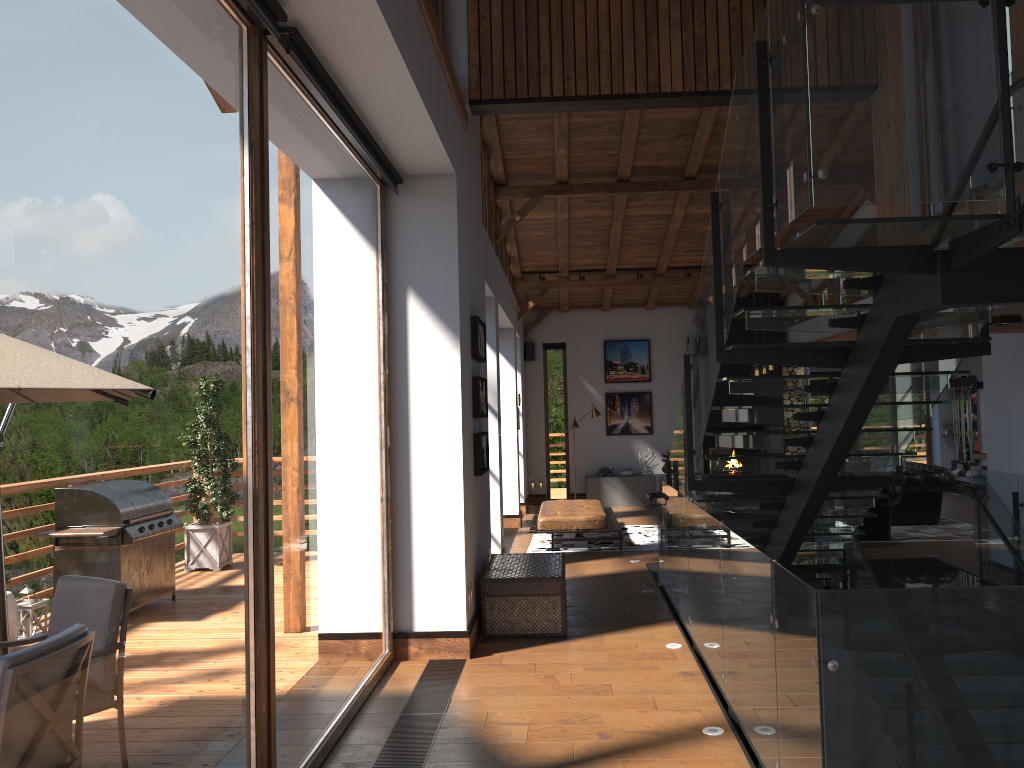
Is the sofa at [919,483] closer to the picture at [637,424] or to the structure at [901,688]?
the structure at [901,688]

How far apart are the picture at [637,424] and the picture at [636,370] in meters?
0.3

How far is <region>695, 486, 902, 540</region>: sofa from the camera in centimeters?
1103cm

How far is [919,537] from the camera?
11.4m

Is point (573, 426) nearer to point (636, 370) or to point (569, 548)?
point (636, 370)

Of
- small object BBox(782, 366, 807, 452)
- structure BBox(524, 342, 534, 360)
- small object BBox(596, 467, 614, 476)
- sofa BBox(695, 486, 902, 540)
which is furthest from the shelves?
structure BBox(524, 342, 534, 360)

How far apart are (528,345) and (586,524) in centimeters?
604cm

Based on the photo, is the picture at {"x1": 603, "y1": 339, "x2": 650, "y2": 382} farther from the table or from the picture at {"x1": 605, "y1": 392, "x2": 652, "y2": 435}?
the table

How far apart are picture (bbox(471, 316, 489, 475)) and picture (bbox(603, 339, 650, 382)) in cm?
905

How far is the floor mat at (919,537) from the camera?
11.4 meters
